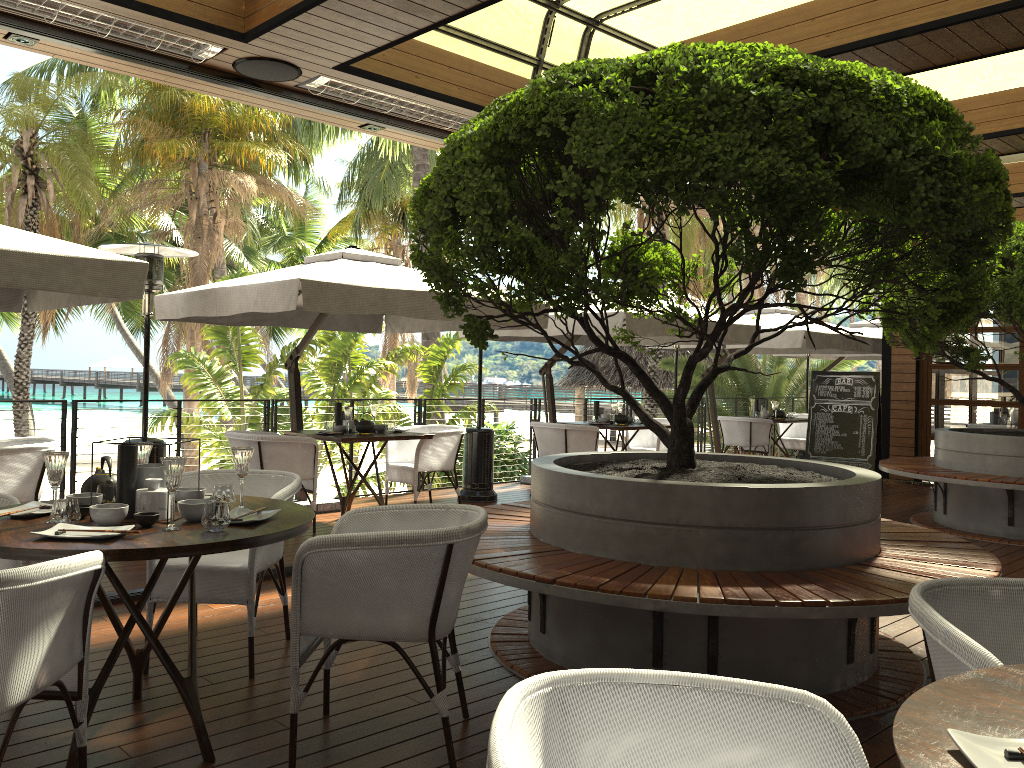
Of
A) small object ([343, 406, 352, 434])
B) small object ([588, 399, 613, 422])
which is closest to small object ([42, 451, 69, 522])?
small object ([343, 406, 352, 434])

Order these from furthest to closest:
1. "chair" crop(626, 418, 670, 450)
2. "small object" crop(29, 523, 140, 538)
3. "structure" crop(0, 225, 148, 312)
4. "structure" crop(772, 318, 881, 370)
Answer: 1. "structure" crop(772, 318, 881, 370)
2. "chair" crop(626, 418, 670, 450)
3. "structure" crop(0, 225, 148, 312)
4. "small object" crop(29, 523, 140, 538)

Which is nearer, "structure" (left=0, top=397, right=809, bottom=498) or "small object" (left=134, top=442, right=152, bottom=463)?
"small object" (left=134, top=442, right=152, bottom=463)

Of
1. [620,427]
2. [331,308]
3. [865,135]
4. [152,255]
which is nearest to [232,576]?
[331,308]

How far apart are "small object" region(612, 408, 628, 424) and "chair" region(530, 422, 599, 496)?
0.54m

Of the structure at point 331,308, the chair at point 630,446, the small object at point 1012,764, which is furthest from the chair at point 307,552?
the chair at point 630,446

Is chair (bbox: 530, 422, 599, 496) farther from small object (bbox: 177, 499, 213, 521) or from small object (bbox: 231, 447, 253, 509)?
small object (bbox: 177, 499, 213, 521)

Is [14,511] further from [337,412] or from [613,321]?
[613,321]

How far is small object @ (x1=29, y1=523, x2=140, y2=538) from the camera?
2.7 meters

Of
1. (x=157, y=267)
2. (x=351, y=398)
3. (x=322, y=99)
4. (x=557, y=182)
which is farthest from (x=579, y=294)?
(x=157, y=267)
